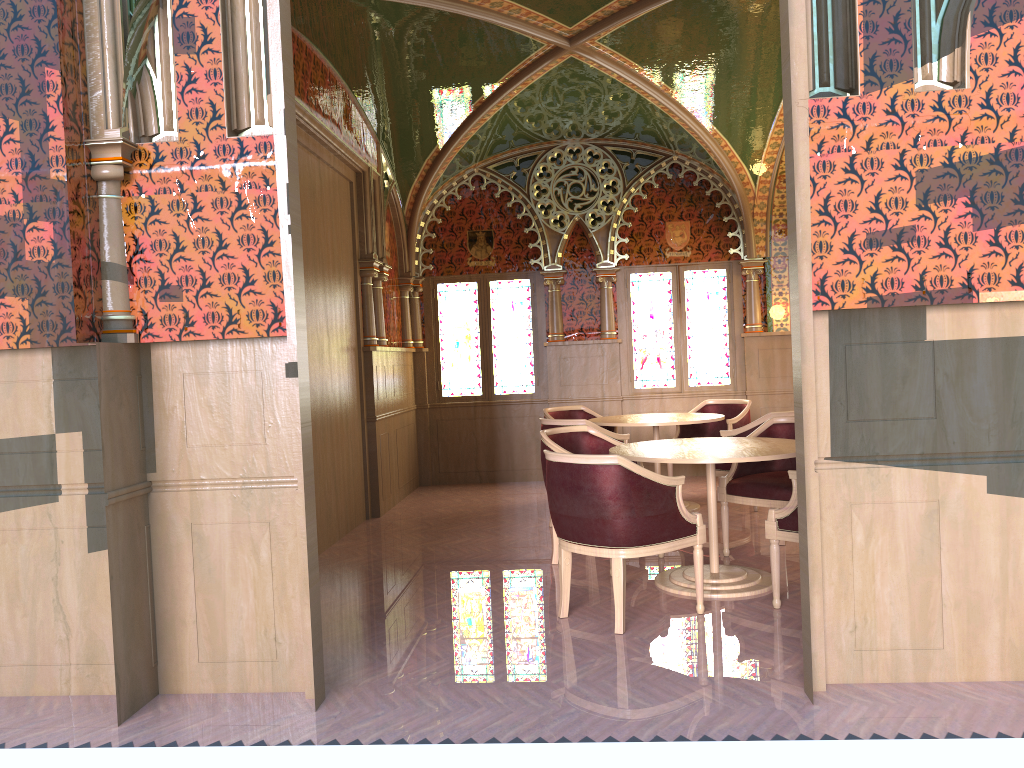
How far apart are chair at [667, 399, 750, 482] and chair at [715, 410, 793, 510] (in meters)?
1.12

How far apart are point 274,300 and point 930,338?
2.6m

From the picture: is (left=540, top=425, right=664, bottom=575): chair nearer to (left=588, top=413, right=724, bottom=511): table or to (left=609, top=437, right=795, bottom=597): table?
(left=609, top=437, right=795, bottom=597): table

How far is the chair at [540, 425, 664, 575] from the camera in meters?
5.6

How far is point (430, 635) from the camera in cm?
431

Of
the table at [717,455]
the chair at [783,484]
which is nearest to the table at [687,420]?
the chair at [783,484]

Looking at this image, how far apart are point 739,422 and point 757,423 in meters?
1.4 m

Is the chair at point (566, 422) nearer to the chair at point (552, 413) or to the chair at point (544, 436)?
the chair at point (544, 436)

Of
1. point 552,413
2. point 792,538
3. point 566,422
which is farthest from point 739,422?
point 792,538

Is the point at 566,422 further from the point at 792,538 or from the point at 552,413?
the point at 792,538
